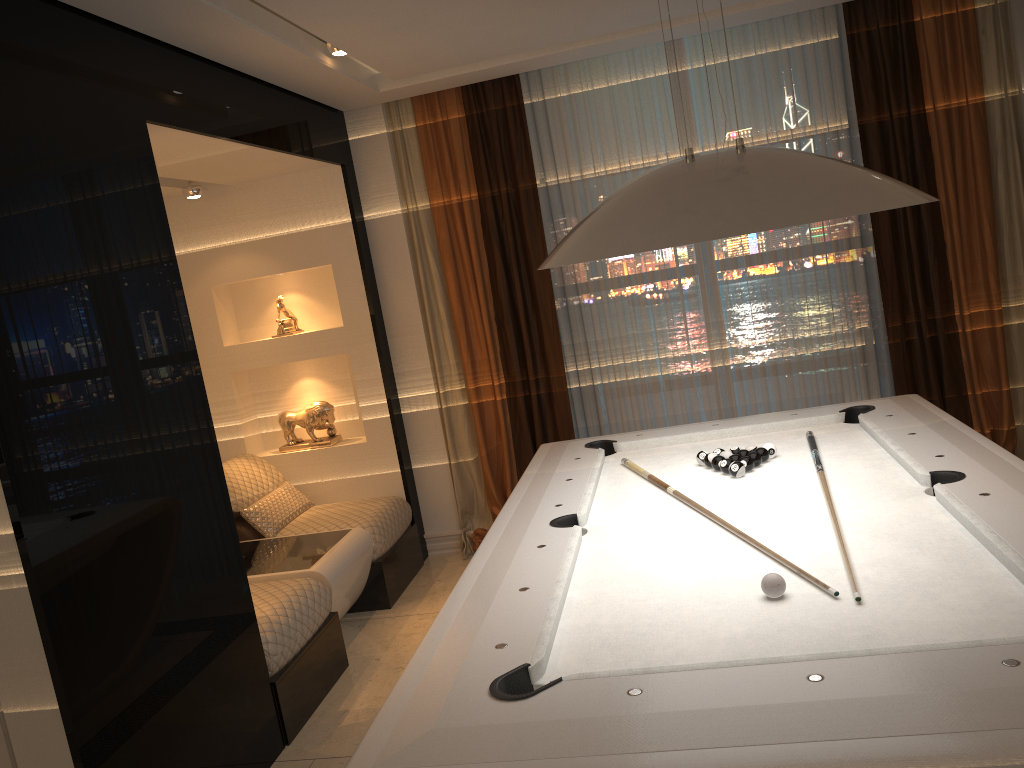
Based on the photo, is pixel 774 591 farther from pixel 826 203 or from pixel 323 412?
pixel 323 412

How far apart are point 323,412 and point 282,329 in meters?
0.5 m

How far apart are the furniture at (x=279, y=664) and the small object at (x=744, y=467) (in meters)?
1.71

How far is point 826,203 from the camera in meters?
1.8 m

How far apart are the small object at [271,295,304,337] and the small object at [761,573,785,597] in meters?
3.7 m

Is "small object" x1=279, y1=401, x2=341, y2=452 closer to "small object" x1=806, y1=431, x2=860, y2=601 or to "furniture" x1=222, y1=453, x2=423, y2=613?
"furniture" x1=222, y1=453, x2=423, y2=613

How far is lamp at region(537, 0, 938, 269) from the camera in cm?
182

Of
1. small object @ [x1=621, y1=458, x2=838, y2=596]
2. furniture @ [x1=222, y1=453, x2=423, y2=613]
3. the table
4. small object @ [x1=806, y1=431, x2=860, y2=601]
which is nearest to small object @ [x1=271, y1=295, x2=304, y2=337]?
furniture @ [x1=222, y1=453, x2=423, y2=613]

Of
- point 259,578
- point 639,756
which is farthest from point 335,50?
point 639,756

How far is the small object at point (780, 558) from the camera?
2.2m
